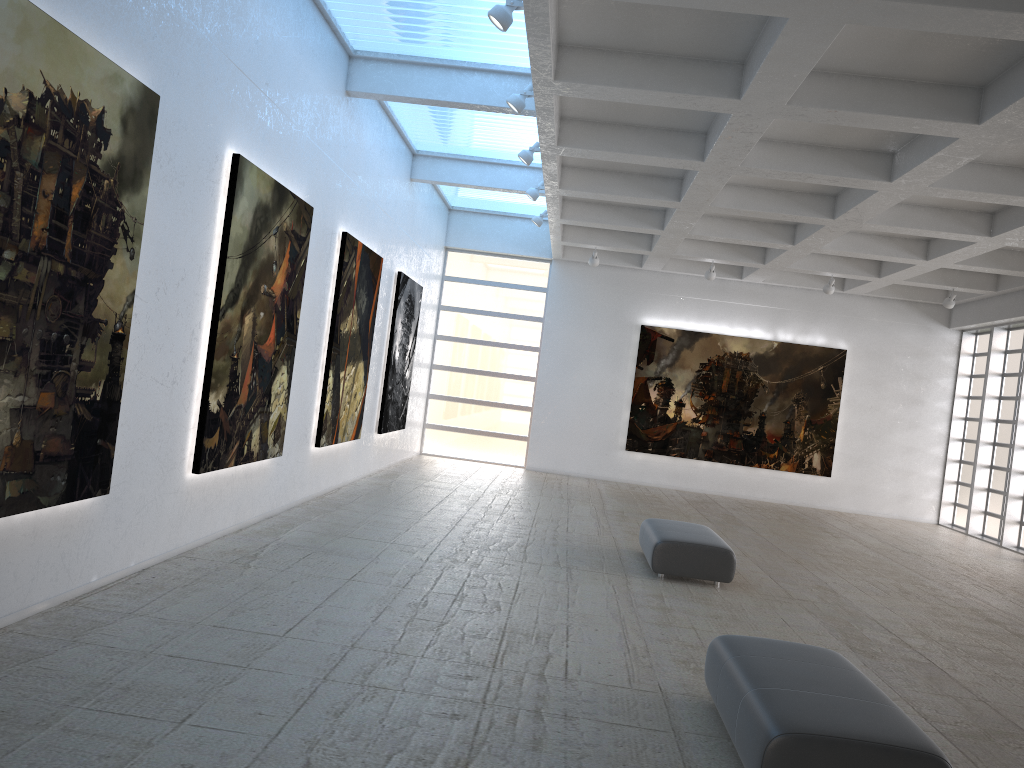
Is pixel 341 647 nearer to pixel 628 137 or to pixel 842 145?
pixel 628 137

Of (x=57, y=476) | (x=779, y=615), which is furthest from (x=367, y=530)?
(x=57, y=476)
